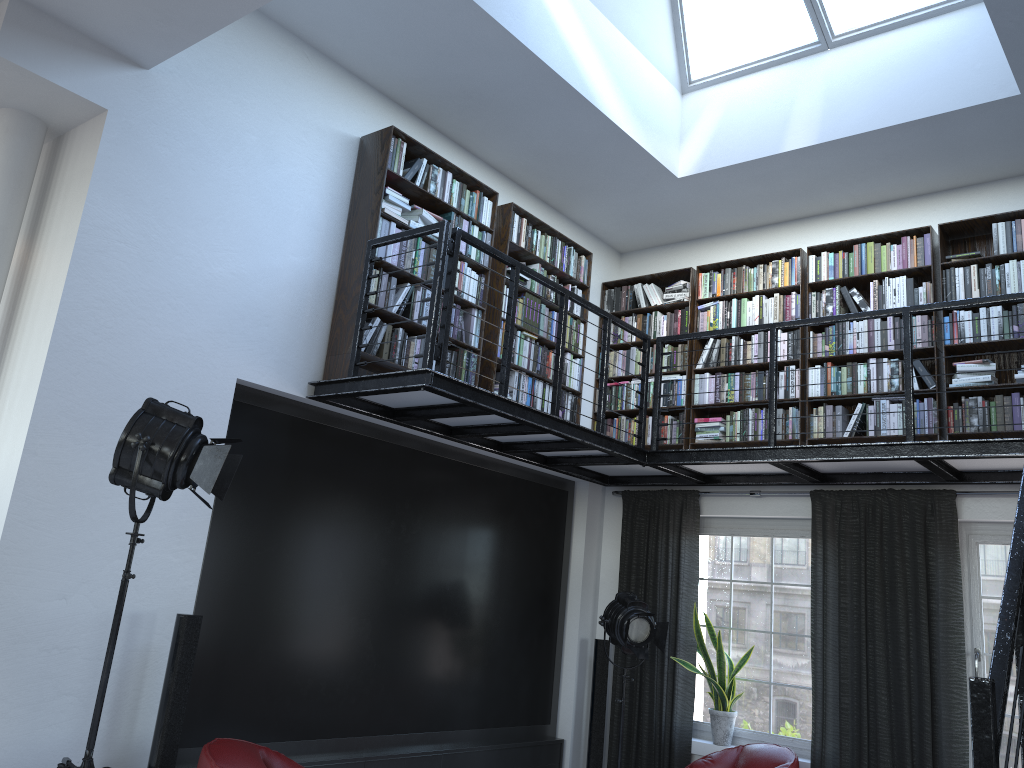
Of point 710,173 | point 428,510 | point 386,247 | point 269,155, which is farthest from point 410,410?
point 710,173

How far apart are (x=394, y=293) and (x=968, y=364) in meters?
3.7

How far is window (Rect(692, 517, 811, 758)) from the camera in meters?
6.2

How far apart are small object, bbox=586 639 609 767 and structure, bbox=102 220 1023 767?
1.26m

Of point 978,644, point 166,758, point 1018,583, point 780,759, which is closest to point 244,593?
point 166,758

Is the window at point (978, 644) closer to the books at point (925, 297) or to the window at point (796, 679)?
the window at point (796, 679)

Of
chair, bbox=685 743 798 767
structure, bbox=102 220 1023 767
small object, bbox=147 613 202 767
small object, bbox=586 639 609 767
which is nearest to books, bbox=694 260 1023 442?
structure, bbox=102 220 1023 767

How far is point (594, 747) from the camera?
6.65m

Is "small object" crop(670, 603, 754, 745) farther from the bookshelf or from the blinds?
the bookshelf

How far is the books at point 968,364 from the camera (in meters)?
5.65
